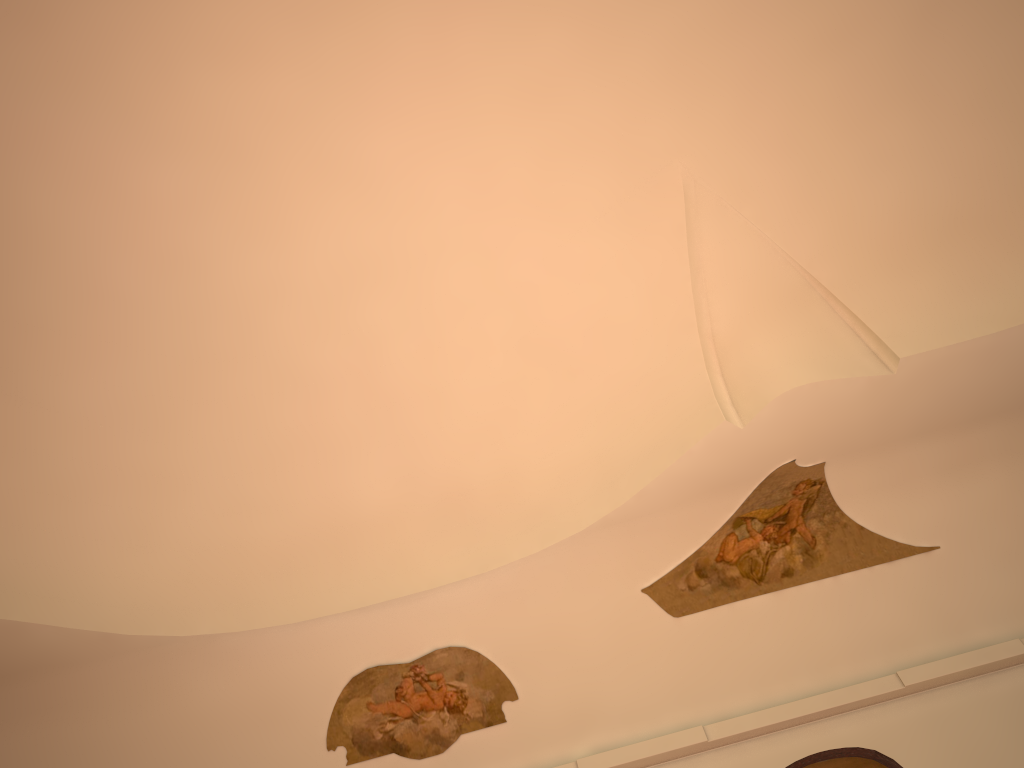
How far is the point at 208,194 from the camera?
7.0m

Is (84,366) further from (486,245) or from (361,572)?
(486,245)

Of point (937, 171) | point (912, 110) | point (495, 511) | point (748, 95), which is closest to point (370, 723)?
point (495, 511)
